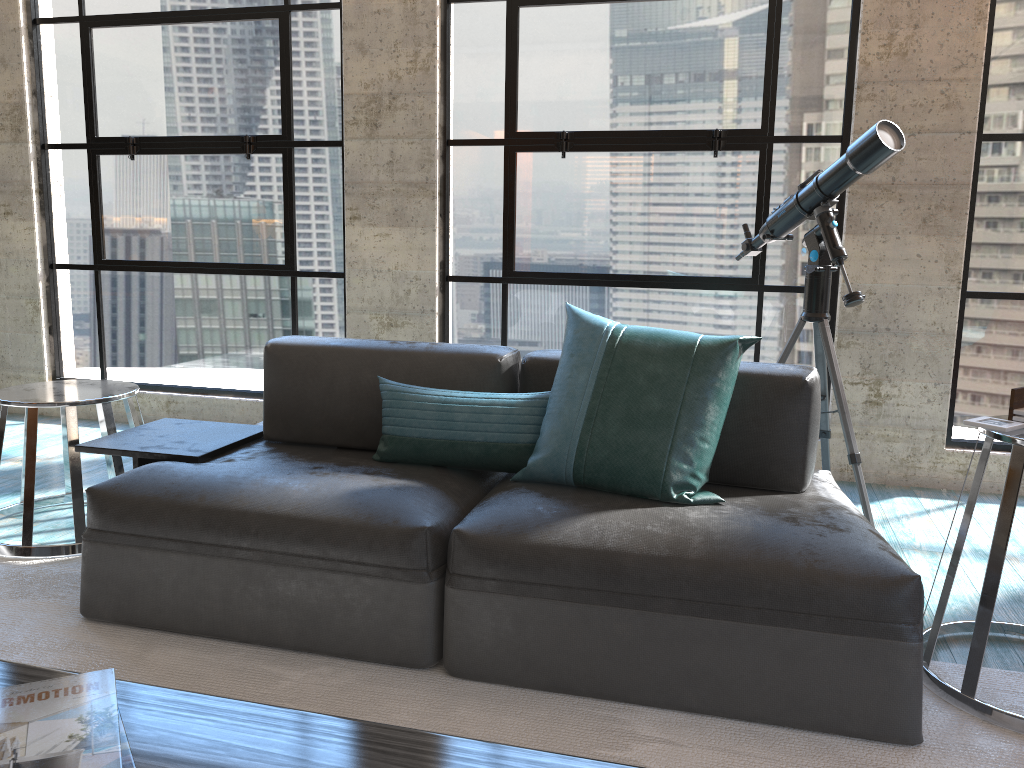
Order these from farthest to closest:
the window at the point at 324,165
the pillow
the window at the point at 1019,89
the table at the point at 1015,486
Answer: the window at the point at 324,165
the window at the point at 1019,89
the pillow
the table at the point at 1015,486

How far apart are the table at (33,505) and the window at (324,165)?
1.3m

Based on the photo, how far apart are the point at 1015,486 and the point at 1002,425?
0.1m

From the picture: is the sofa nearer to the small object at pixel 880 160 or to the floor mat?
the floor mat

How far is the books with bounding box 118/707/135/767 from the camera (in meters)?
1.16

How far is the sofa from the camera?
1.8 meters

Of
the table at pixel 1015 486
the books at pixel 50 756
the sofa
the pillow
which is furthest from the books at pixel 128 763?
the table at pixel 1015 486

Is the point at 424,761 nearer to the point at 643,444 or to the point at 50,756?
the point at 50,756

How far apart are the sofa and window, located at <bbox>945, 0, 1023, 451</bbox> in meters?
1.6 m

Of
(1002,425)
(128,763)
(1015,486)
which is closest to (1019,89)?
(1002,425)
